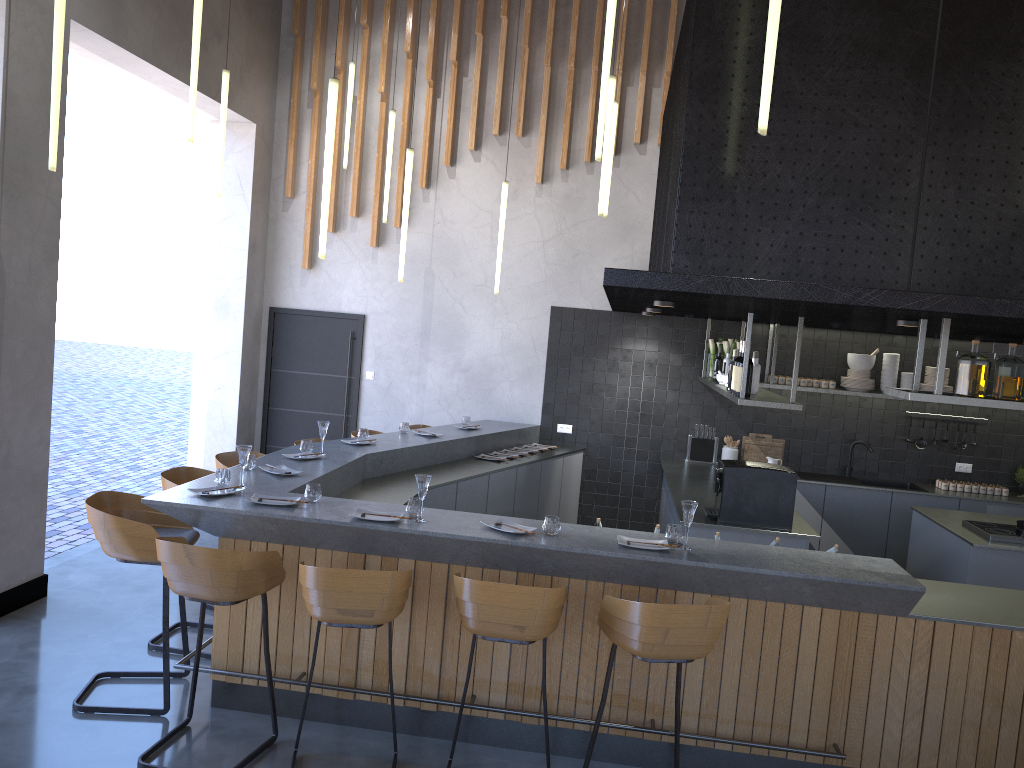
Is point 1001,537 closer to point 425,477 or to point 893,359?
point 893,359

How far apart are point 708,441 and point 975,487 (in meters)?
2.44

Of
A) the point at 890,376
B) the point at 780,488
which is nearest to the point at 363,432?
the point at 780,488

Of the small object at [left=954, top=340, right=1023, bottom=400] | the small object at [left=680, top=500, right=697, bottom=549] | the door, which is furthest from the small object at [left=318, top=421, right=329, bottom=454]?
the small object at [left=954, top=340, right=1023, bottom=400]

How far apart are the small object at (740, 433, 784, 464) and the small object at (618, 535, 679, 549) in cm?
460

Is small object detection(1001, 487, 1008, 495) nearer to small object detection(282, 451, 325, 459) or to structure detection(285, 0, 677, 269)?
structure detection(285, 0, 677, 269)

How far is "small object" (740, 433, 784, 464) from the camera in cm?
858

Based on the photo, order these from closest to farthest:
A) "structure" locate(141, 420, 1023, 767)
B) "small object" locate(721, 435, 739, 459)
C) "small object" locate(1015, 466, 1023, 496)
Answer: "structure" locate(141, 420, 1023, 767) → "small object" locate(1015, 466, 1023, 496) → "small object" locate(721, 435, 739, 459)

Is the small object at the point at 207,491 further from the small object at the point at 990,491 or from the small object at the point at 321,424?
the small object at the point at 990,491

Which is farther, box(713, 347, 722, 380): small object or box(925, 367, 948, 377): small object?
box(925, 367, 948, 377): small object
